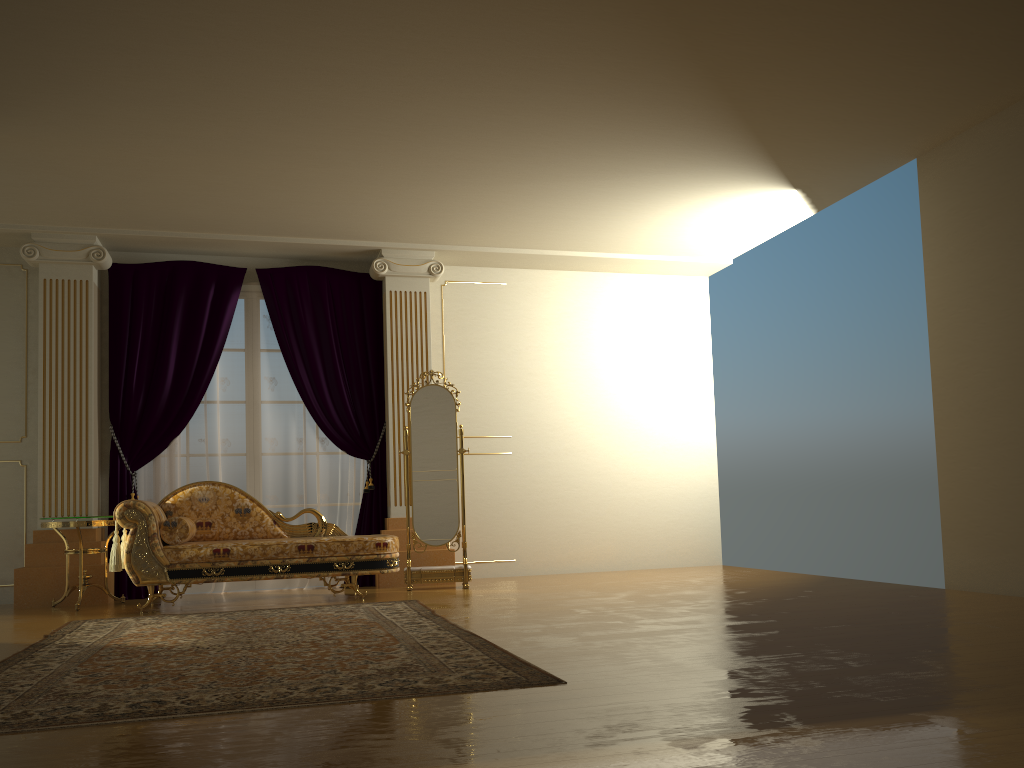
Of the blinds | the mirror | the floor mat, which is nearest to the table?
the blinds

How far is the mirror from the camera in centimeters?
667cm

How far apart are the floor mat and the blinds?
1.5m

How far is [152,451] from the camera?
6.8m

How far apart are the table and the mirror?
2.1m

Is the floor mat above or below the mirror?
below

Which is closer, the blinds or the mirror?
the mirror

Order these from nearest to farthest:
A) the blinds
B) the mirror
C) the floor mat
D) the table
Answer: the floor mat < the table < the mirror < the blinds

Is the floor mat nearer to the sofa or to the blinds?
the sofa

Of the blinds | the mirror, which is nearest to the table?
the blinds
